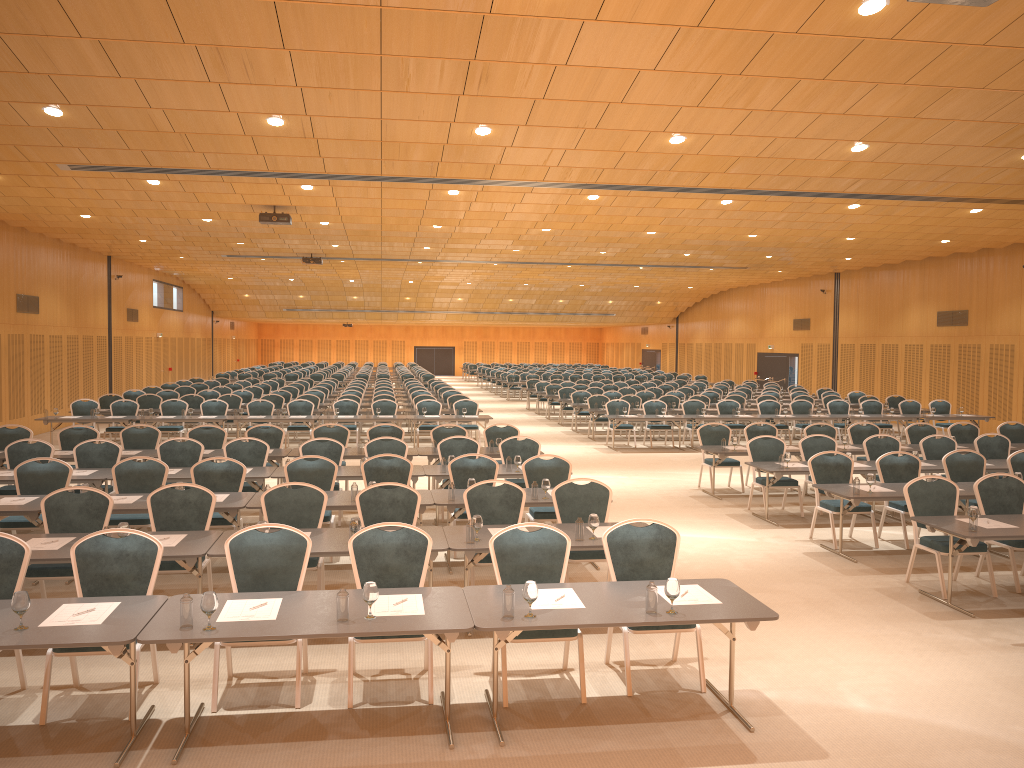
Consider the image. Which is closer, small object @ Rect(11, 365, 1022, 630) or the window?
small object @ Rect(11, 365, 1022, 630)

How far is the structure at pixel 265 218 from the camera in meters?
17.3

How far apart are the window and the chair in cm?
440

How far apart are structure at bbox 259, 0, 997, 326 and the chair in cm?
385

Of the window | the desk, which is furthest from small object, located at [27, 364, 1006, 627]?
the window

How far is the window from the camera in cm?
3501

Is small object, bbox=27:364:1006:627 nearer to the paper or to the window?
the paper

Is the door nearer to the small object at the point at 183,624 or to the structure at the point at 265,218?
the structure at the point at 265,218

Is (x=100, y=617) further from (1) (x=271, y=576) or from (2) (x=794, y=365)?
(2) (x=794, y=365)

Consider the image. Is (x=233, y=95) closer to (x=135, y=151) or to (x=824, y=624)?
(x=135, y=151)
